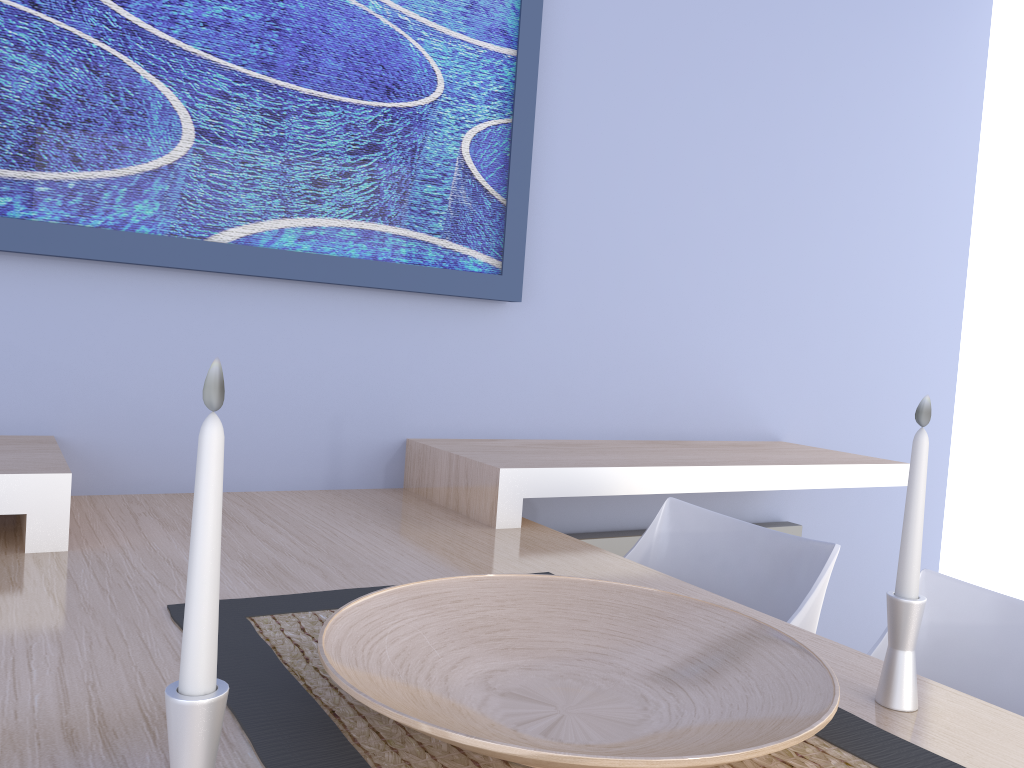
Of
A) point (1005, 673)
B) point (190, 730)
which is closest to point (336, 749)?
point (190, 730)

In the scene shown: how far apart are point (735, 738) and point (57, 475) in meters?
1.1

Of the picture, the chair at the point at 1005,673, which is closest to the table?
the chair at the point at 1005,673

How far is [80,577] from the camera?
1.25m

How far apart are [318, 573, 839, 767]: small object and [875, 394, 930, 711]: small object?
0.1 meters

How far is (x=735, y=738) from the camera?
Answer: 0.8 meters

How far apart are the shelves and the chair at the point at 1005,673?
0.69m

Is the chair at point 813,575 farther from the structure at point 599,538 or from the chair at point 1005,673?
the structure at point 599,538

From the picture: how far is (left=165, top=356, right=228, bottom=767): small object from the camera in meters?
0.6 m

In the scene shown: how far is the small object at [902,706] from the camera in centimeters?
97cm
